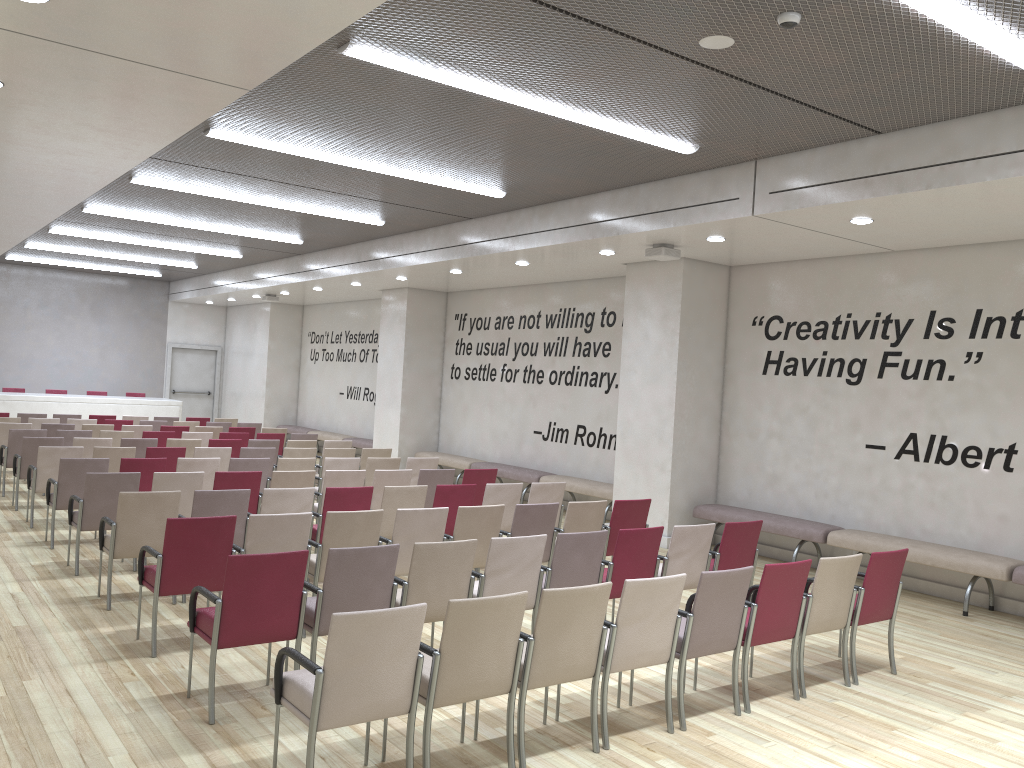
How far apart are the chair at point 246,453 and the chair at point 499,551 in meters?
5.8 m

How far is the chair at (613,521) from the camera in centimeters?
789cm

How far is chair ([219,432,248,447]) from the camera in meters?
13.2 m

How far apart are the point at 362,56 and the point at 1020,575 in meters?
6.9

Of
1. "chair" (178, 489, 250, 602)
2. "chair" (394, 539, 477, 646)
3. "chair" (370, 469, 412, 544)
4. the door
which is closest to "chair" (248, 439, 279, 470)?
"chair" (370, 469, 412, 544)

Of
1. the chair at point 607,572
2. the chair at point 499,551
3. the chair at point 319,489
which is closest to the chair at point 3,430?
the chair at point 319,489

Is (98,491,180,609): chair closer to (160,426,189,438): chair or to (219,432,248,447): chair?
(219,432,248,447): chair

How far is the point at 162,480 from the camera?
7.9 meters

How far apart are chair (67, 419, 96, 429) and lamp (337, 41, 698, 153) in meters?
10.6 m

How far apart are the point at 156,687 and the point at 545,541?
2.5m
